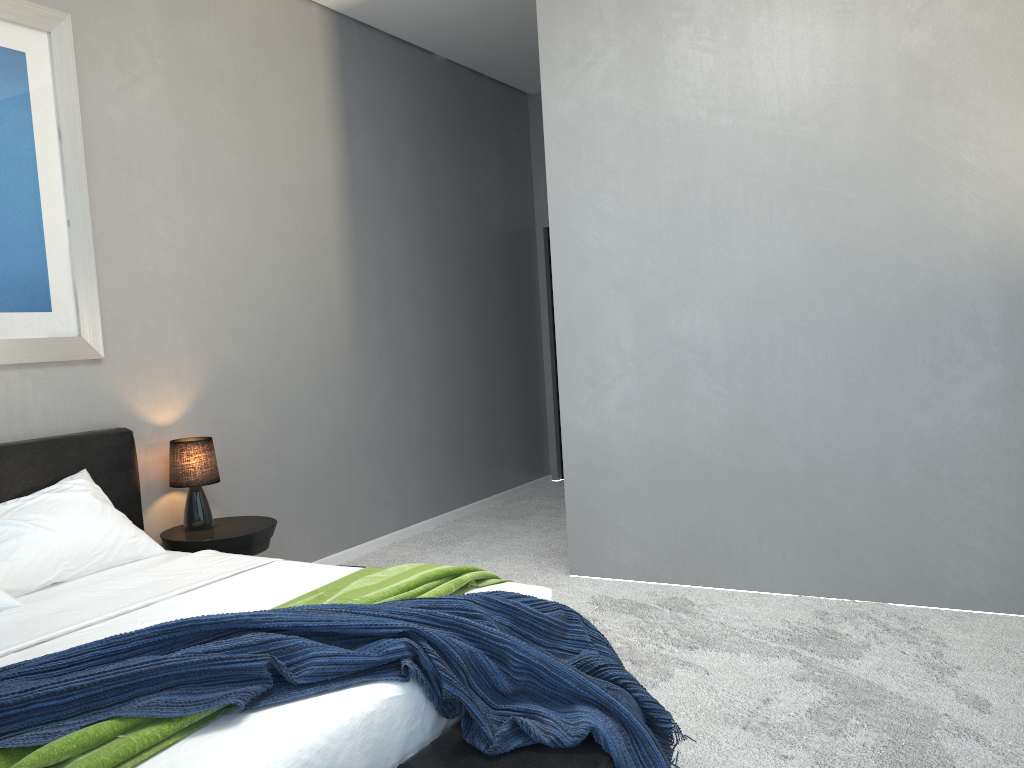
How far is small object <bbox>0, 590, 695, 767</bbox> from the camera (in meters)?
1.75

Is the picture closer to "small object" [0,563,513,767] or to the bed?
the bed

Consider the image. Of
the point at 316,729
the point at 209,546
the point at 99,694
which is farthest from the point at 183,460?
the point at 316,729

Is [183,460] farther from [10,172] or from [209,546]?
[10,172]

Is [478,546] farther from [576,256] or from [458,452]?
[576,256]

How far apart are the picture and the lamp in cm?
48

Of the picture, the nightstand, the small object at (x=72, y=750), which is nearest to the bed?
the small object at (x=72, y=750)

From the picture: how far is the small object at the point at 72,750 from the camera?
1.6 meters

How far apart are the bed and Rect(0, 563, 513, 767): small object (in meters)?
0.01

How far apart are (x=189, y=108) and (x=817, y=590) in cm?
359
